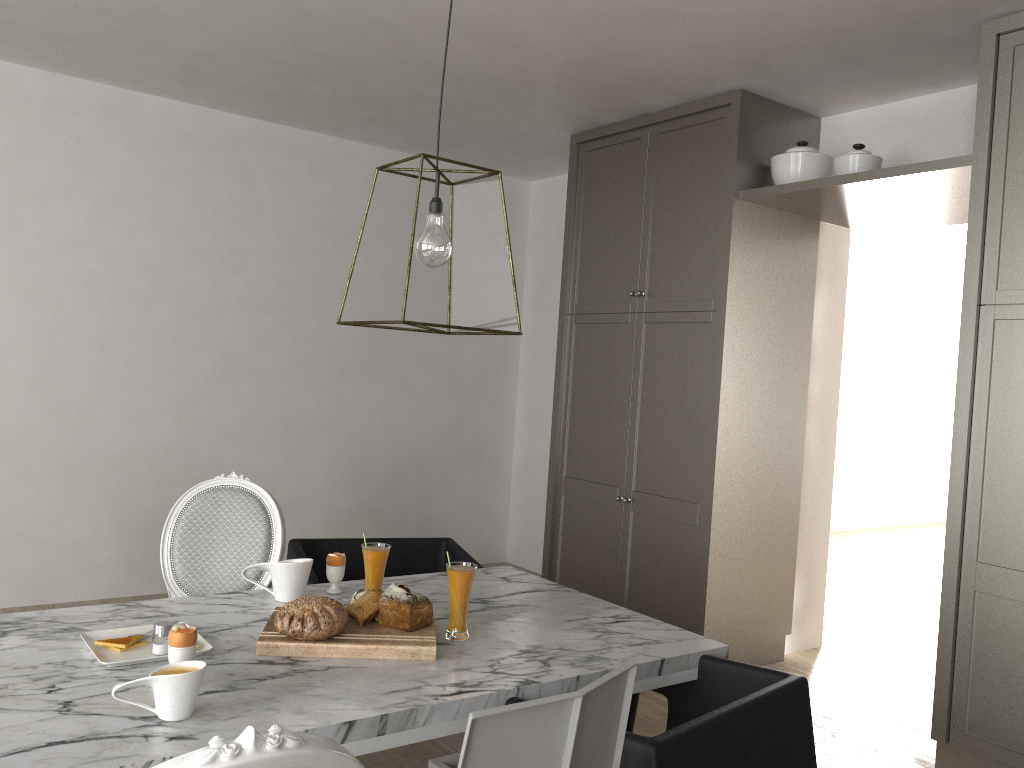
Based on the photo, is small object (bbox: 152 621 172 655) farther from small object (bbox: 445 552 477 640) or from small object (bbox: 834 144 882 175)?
small object (bbox: 834 144 882 175)

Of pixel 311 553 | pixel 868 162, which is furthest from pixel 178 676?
pixel 868 162

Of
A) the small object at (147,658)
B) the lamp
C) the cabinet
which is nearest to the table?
the small object at (147,658)

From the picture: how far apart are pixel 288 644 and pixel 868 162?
2.7m

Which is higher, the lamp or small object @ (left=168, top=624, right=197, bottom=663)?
the lamp

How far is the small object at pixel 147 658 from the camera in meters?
1.7

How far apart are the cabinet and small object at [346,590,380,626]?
1.9 meters

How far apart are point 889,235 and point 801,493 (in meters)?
3.99

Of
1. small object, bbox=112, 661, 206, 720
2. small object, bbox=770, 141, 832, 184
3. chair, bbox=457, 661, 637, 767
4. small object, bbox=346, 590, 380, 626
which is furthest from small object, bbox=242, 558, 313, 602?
small object, bbox=770, 141, 832, 184

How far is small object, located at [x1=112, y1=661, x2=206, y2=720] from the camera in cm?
142
